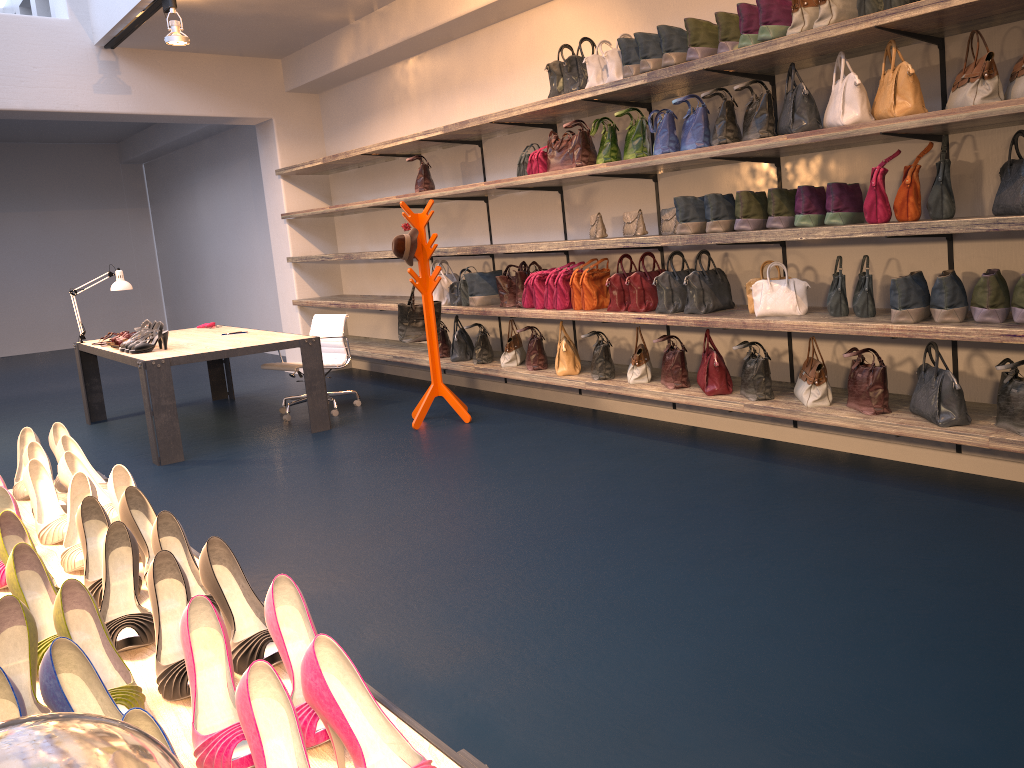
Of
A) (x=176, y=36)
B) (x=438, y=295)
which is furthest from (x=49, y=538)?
(x=176, y=36)

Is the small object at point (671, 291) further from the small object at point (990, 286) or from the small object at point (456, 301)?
the small object at point (456, 301)

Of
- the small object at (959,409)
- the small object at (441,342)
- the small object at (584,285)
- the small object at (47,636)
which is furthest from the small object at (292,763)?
the small object at (441,342)

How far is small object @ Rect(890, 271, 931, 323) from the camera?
3.90m

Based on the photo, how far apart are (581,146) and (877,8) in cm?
222

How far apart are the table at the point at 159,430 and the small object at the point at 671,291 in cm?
302

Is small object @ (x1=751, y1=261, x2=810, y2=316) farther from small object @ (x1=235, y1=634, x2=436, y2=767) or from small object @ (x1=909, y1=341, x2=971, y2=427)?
small object @ (x1=235, y1=634, x2=436, y2=767)

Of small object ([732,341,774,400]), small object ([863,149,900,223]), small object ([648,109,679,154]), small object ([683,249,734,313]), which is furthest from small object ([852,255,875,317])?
small object ([648,109,679,154])

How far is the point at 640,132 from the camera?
5.3 meters

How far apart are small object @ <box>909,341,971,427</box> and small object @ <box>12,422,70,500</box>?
3.5m
